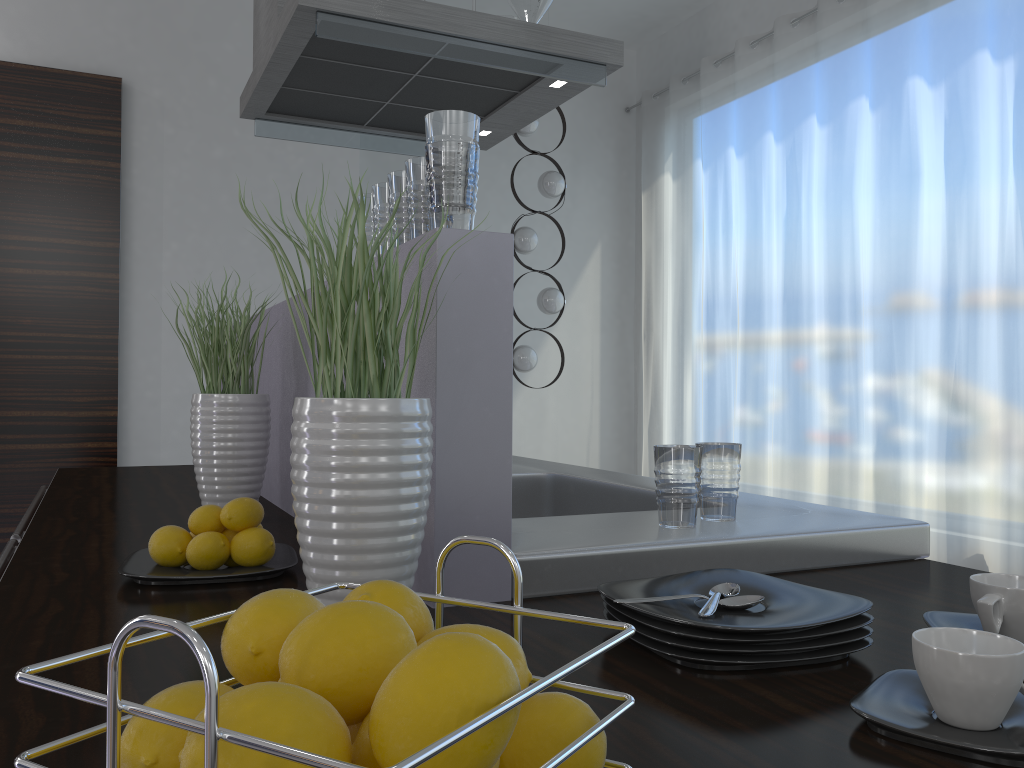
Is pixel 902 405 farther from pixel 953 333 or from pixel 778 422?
pixel 778 422

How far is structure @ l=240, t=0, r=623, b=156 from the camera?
2.2 meters

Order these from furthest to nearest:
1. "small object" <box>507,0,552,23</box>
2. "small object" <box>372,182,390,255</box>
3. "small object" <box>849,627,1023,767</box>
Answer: "small object" <box>507,0,552,23</box>, "small object" <box>372,182,390,255</box>, "small object" <box>849,627,1023,767</box>

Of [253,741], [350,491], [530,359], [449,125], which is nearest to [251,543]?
[350,491]

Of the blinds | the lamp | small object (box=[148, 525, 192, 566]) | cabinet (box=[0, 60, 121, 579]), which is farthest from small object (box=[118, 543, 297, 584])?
the lamp

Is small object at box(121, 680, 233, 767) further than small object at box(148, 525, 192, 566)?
No

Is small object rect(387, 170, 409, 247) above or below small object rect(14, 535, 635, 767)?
above

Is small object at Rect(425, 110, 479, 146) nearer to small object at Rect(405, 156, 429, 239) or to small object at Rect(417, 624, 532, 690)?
small object at Rect(405, 156, 429, 239)

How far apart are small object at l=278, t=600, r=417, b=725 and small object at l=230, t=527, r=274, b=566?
0.8 meters

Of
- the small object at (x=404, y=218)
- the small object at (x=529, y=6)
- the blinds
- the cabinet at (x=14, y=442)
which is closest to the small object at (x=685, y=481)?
the small object at (x=404, y=218)
